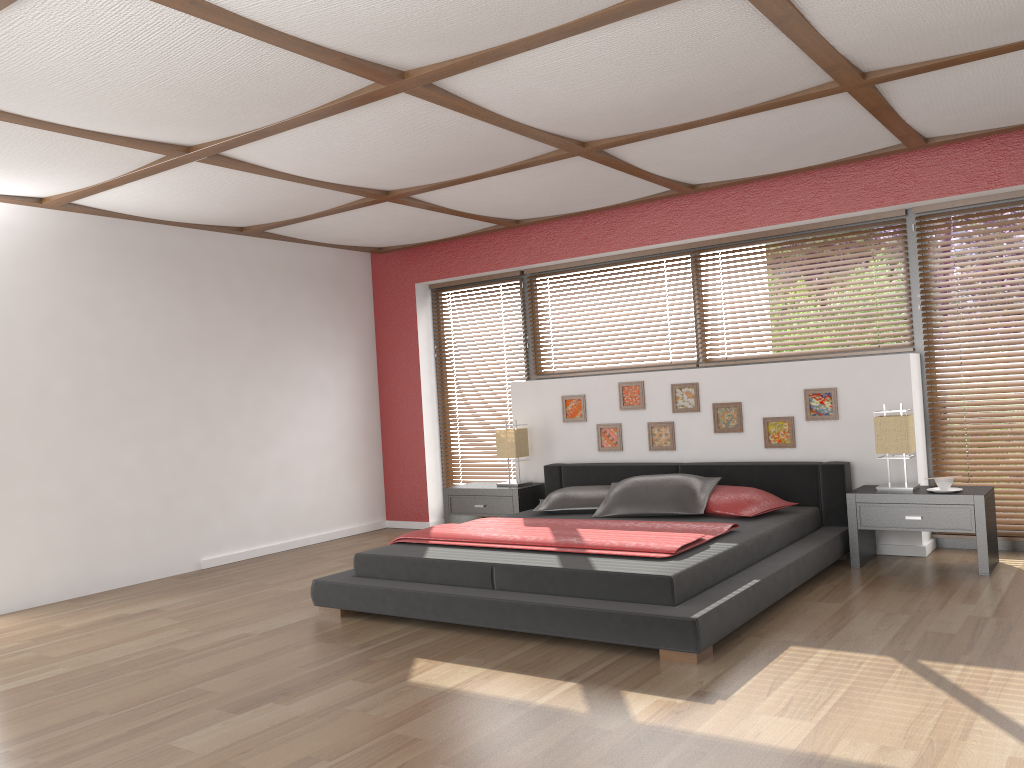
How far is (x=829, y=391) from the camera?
5.5 meters

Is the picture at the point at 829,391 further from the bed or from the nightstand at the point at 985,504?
the nightstand at the point at 985,504

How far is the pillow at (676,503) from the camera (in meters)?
5.24

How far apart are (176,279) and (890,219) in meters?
4.8 m

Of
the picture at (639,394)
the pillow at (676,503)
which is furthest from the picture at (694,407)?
the pillow at (676,503)

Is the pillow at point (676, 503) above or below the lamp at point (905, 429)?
below

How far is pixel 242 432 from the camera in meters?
6.6

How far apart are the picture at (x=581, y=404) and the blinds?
0.95m

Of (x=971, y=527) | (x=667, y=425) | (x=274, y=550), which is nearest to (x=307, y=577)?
(x=274, y=550)

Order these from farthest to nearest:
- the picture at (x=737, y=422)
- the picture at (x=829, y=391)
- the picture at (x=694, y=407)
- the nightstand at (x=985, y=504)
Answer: the picture at (x=694, y=407), the picture at (x=737, y=422), the picture at (x=829, y=391), the nightstand at (x=985, y=504)
